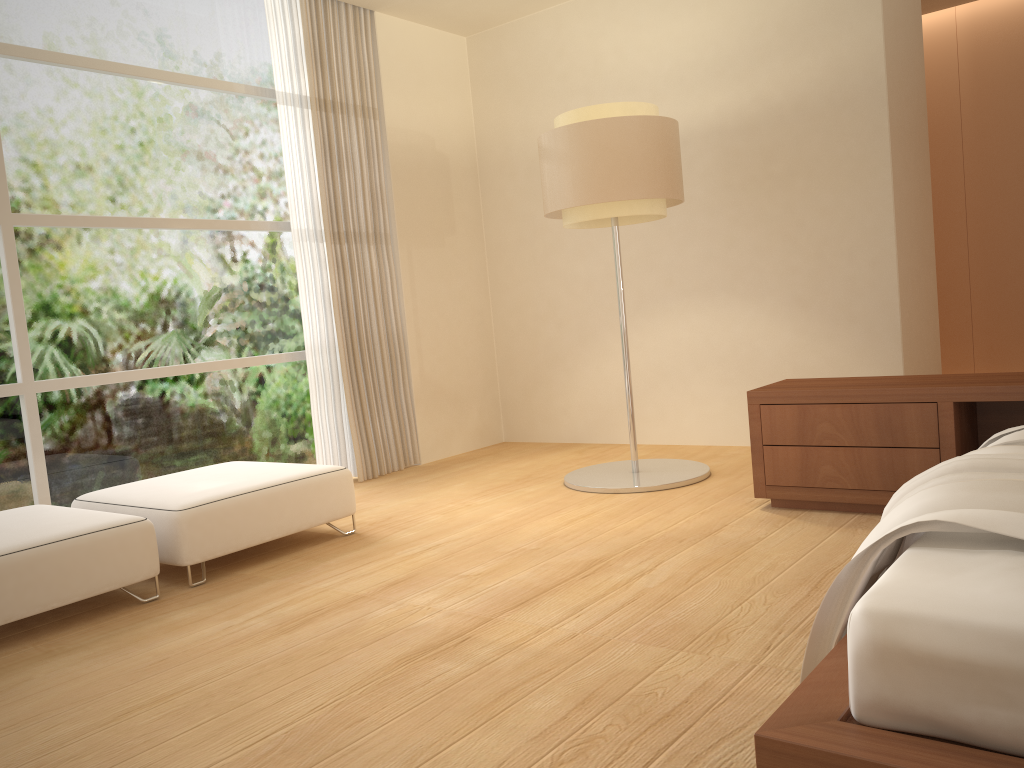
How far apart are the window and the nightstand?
3.1 meters

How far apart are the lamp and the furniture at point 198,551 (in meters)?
1.24

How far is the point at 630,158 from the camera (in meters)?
4.50

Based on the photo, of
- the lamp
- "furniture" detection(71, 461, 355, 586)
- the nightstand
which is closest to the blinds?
"furniture" detection(71, 461, 355, 586)

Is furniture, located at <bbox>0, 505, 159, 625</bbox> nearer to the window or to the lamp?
the window

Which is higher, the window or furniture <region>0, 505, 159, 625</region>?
the window

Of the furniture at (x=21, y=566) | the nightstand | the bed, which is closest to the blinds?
the furniture at (x=21, y=566)

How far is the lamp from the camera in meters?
4.5

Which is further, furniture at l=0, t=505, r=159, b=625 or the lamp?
the lamp

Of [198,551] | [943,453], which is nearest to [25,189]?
[198,551]
